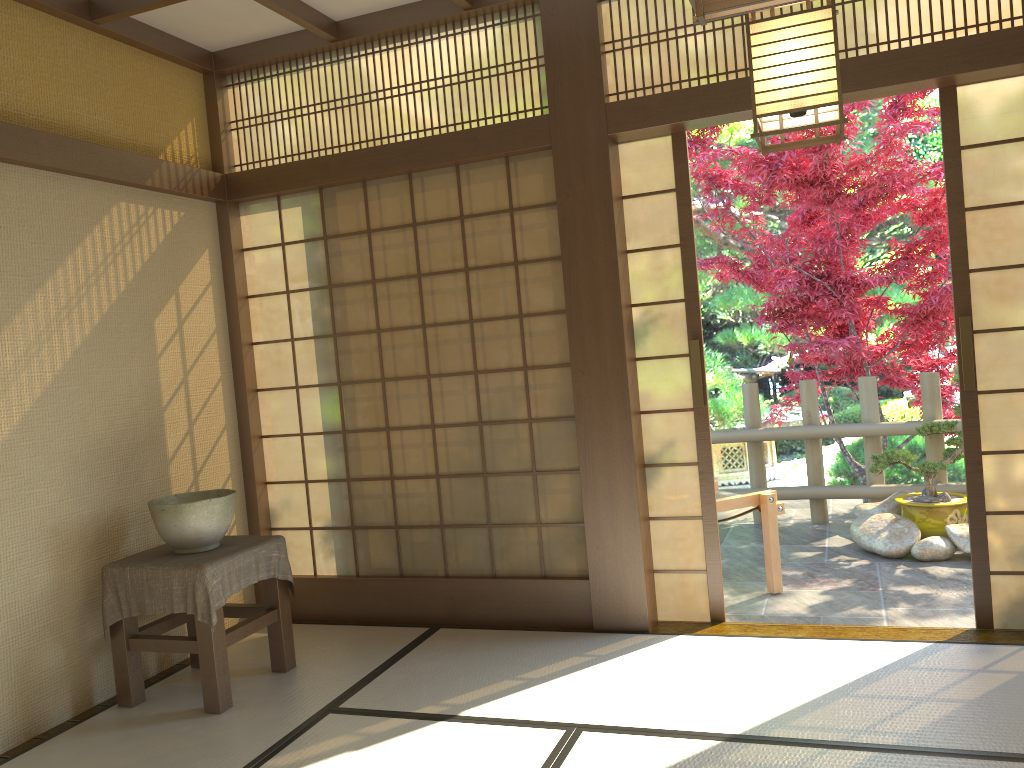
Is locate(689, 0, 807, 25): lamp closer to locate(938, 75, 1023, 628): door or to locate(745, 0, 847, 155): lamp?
locate(745, 0, 847, 155): lamp

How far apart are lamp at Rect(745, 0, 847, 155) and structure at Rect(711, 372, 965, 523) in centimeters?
411cm

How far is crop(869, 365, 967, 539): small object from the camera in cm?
537

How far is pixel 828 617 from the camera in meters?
4.3 m

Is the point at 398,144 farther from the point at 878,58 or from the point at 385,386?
the point at 878,58

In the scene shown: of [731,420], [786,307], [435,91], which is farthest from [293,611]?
[786,307]

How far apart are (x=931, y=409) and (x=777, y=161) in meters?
2.0

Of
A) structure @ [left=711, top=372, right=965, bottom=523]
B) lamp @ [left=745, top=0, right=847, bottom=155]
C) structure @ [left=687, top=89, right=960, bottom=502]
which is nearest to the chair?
structure @ [left=711, top=372, right=965, bottom=523]

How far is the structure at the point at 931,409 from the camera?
6.05m

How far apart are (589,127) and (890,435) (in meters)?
3.45
